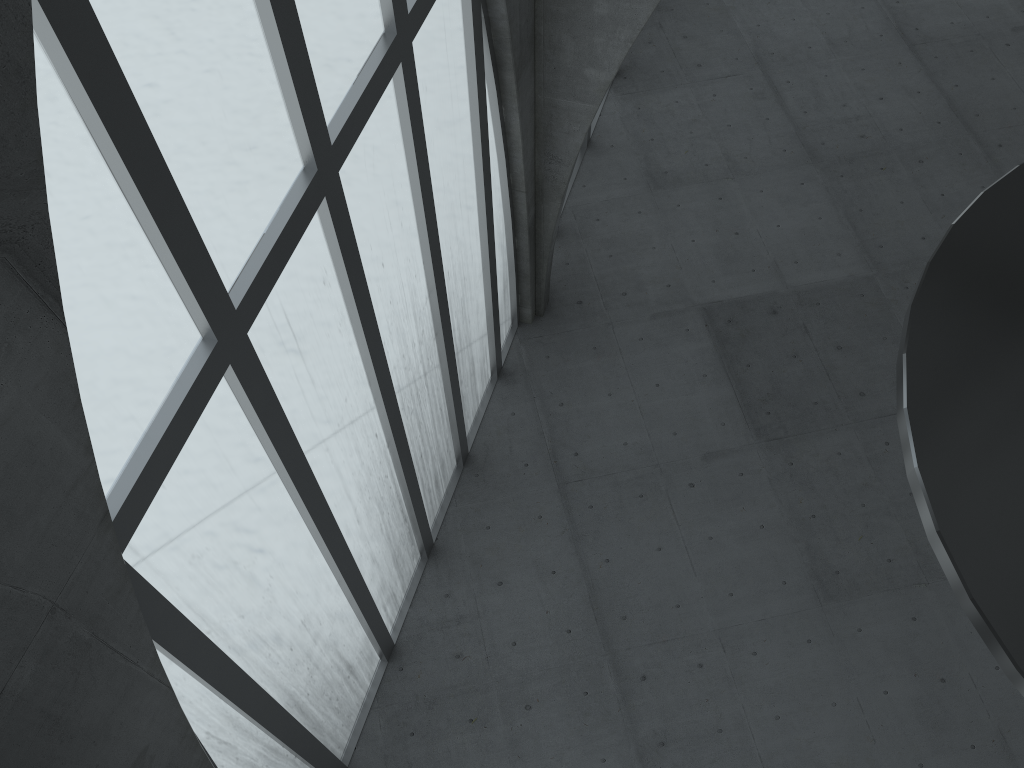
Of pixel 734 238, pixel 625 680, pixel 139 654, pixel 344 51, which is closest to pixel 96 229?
pixel 139 654

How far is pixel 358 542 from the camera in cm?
1913
